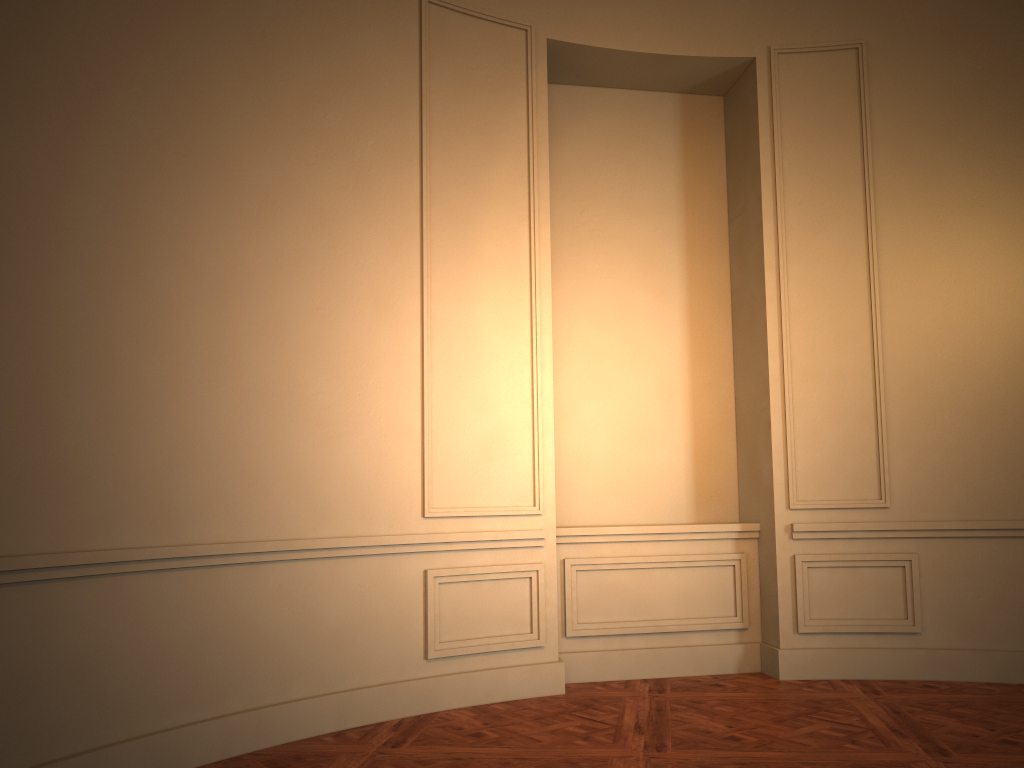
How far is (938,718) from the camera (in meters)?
4.11
